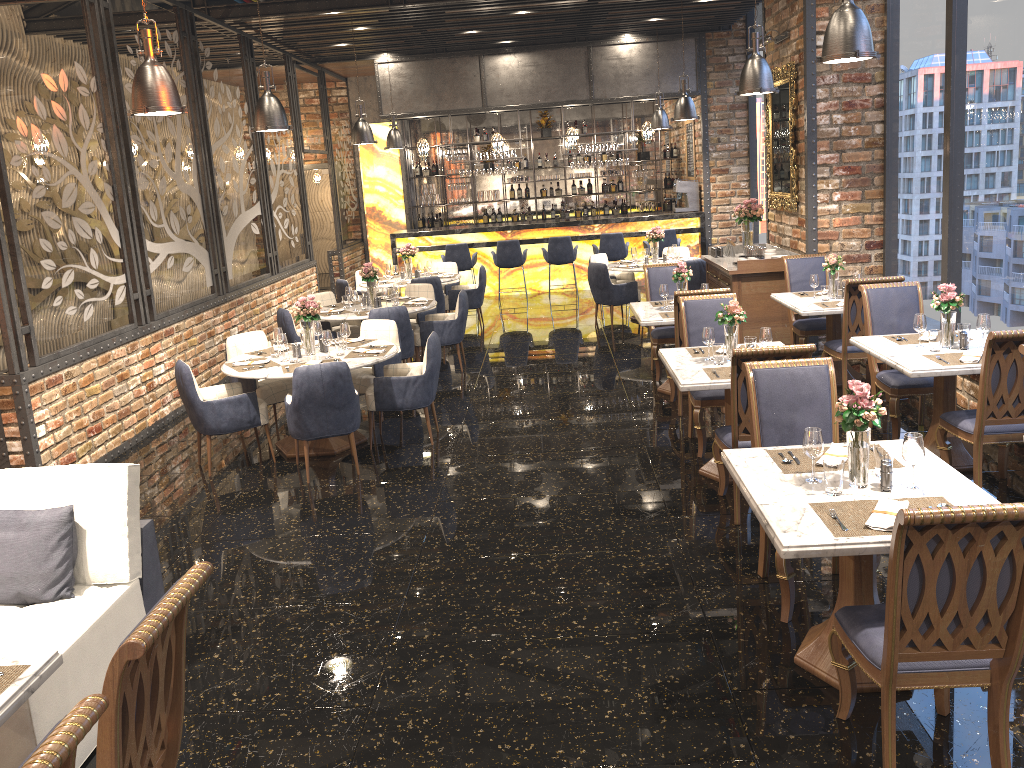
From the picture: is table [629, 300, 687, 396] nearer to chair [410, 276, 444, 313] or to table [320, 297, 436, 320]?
table [320, 297, 436, 320]

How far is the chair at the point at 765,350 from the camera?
4.7m

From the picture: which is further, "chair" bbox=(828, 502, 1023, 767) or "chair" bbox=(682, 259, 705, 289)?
"chair" bbox=(682, 259, 705, 289)

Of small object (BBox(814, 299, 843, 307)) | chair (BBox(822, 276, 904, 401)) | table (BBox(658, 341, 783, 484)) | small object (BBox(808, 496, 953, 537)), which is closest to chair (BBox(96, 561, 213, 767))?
small object (BBox(808, 496, 953, 537))

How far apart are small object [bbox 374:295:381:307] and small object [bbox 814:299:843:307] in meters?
4.6

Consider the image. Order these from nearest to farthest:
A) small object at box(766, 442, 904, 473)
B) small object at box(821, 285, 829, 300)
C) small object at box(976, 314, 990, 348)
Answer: small object at box(766, 442, 904, 473) < small object at box(976, 314, 990, 348) < small object at box(821, 285, 829, 300)

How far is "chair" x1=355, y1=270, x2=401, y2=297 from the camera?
12.5 meters

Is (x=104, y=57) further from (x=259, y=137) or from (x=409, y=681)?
(x=409, y=681)

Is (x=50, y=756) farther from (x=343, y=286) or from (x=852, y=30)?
(x=343, y=286)

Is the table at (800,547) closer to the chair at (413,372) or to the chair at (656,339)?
the chair at (413,372)
